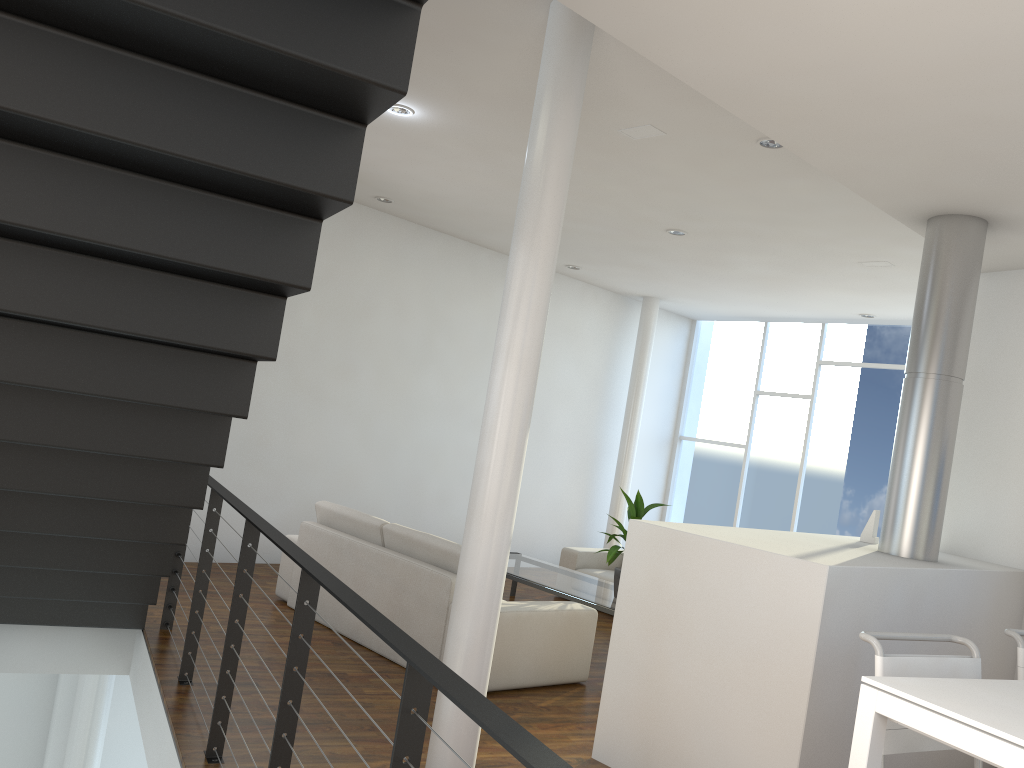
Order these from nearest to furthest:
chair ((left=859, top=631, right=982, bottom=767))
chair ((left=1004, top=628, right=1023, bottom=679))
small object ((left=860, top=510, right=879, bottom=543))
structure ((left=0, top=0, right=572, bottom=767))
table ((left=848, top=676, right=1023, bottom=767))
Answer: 1. table ((left=848, top=676, right=1023, bottom=767))
2. structure ((left=0, top=0, right=572, bottom=767))
3. chair ((left=859, top=631, right=982, bottom=767))
4. chair ((left=1004, top=628, right=1023, bottom=679))
5. small object ((left=860, top=510, right=879, bottom=543))

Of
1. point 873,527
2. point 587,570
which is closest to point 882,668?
point 873,527

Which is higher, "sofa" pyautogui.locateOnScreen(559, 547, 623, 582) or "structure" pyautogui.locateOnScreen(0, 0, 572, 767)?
"structure" pyautogui.locateOnScreen(0, 0, 572, 767)

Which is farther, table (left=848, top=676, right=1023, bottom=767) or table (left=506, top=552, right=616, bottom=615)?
table (left=506, top=552, right=616, bottom=615)

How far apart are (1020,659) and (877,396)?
5.0 meters

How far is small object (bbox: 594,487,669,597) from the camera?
4.63m

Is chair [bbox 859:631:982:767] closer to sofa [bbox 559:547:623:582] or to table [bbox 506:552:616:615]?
table [bbox 506:552:616:615]

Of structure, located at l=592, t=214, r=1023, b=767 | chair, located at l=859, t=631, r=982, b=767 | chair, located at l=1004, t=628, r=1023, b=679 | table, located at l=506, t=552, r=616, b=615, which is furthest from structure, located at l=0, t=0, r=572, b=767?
table, located at l=506, t=552, r=616, b=615

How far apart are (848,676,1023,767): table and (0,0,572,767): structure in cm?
84

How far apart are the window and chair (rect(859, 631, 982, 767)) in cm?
515
